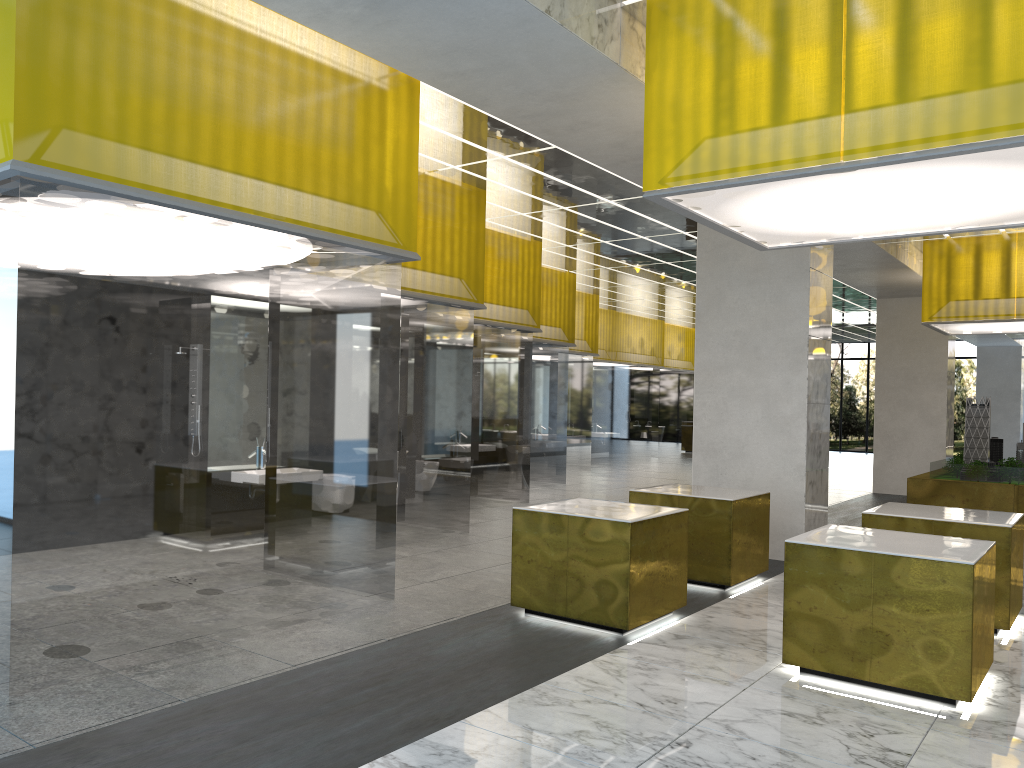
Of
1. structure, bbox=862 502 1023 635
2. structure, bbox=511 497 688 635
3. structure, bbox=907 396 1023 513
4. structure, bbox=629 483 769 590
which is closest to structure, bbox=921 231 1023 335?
structure, bbox=907 396 1023 513

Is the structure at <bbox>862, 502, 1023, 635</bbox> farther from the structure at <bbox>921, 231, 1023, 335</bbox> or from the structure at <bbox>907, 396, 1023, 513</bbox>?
the structure at <bbox>921, 231, 1023, 335</bbox>

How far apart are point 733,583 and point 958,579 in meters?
4.2

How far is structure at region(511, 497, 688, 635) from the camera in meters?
8.8 m

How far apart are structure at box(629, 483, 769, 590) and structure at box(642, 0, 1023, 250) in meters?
3.3

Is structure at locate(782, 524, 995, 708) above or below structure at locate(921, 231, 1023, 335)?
below

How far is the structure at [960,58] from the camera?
6.7 meters

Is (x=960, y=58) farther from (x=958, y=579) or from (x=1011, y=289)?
(x=1011, y=289)

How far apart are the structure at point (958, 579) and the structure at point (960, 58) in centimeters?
327cm

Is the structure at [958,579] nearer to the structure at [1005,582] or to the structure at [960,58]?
the structure at [1005,582]
